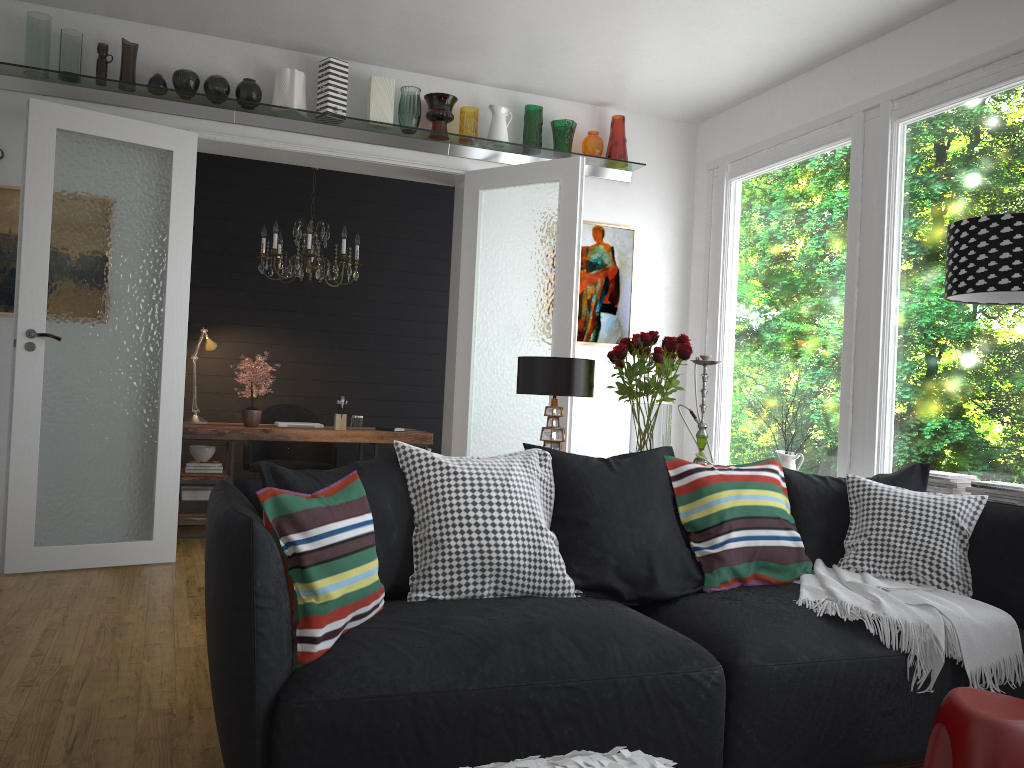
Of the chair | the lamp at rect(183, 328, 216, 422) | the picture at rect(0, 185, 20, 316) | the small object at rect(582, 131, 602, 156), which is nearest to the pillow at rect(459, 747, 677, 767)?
the picture at rect(0, 185, 20, 316)

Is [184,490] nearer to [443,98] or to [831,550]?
[443,98]

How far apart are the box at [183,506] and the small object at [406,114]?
2.9 meters

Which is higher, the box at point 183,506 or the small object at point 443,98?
the small object at point 443,98

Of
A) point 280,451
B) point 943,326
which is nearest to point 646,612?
point 943,326

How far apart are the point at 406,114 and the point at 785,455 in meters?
3.0

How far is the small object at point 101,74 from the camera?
4.9m

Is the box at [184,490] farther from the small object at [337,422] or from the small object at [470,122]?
the small object at [470,122]

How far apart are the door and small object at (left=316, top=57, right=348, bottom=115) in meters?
0.3

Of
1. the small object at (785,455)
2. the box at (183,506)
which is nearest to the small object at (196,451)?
the box at (183,506)
